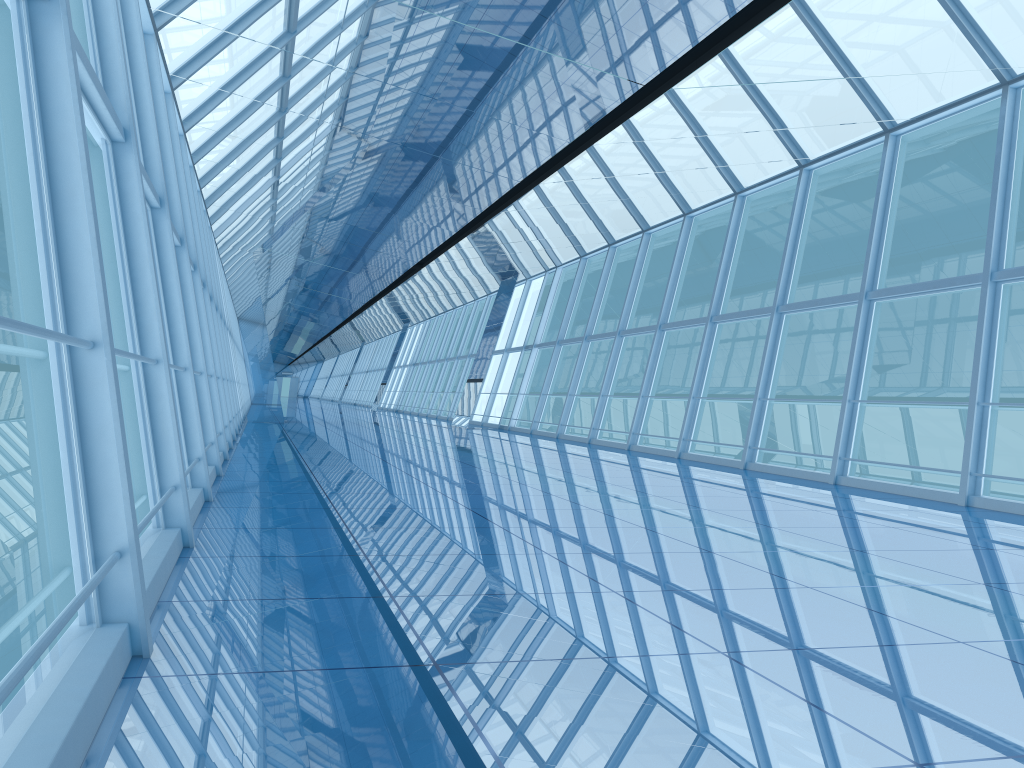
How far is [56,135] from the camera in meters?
3.0 m

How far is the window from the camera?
2.96m

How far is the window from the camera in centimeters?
296cm

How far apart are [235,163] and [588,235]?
7.5m
